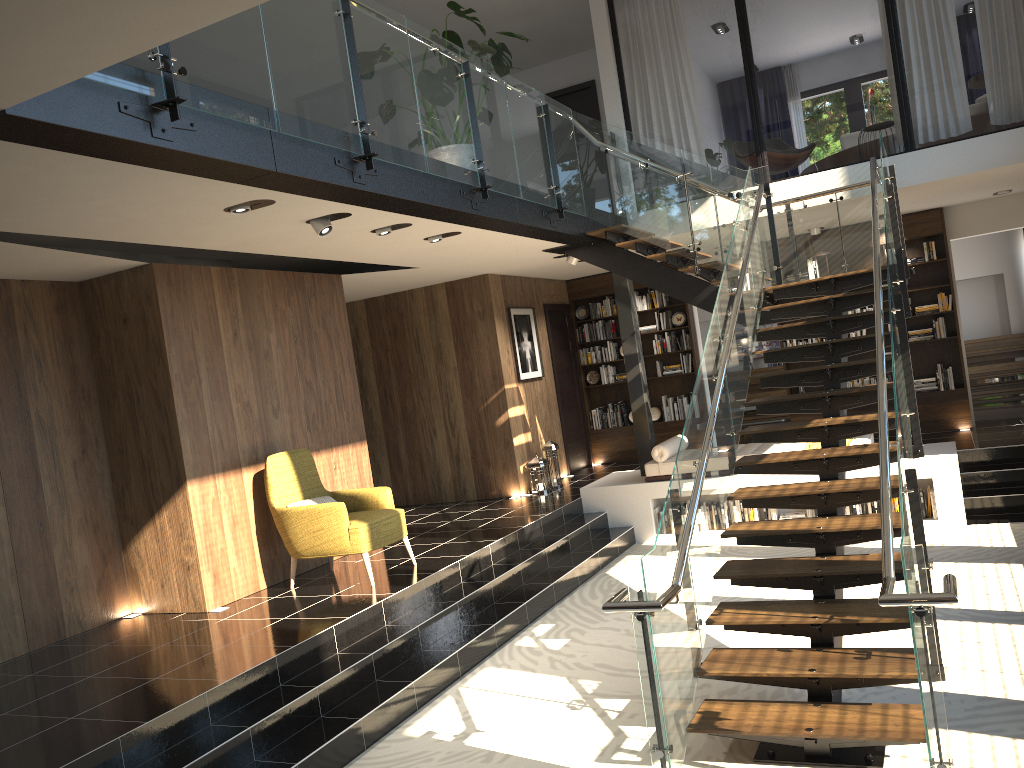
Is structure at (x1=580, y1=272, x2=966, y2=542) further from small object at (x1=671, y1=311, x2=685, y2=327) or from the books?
small object at (x1=671, y1=311, x2=685, y2=327)

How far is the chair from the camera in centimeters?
686cm

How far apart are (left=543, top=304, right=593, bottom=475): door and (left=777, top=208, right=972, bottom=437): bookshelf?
2.9 meters

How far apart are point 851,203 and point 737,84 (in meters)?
8.26

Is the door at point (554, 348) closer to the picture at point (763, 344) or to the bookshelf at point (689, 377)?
the bookshelf at point (689, 377)

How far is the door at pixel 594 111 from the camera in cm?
1241

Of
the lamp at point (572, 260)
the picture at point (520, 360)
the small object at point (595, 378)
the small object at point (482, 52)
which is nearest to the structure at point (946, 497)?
the lamp at point (572, 260)

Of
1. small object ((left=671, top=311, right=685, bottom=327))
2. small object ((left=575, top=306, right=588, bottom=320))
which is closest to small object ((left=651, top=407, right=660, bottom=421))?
small object ((left=671, top=311, right=685, bottom=327))

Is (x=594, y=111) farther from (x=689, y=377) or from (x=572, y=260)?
(x=689, y=377)

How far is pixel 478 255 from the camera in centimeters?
894cm
